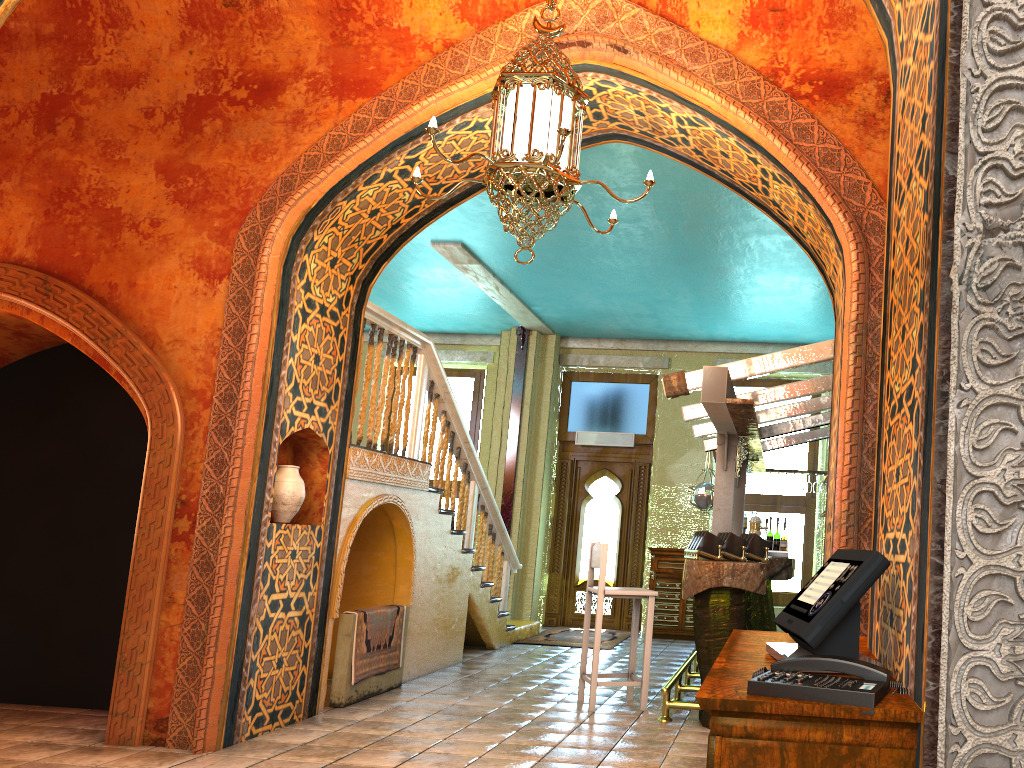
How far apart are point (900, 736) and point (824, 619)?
0.4 meters

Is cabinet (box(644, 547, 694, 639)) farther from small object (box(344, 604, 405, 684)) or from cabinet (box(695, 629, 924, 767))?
cabinet (box(695, 629, 924, 767))

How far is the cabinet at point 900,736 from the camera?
1.6 meters

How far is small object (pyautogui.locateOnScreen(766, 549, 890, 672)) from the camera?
2.0 meters

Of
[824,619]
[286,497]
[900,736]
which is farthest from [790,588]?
[900,736]

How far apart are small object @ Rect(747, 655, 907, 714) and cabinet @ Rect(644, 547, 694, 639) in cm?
1015

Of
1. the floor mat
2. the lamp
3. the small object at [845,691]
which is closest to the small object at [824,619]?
the small object at [845,691]

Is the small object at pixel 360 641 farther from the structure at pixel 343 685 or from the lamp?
the lamp

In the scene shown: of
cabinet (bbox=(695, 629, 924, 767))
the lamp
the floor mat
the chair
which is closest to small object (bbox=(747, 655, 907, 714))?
cabinet (bbox=(695, 629, 924, 767))

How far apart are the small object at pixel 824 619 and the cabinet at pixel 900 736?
0.0 meters
